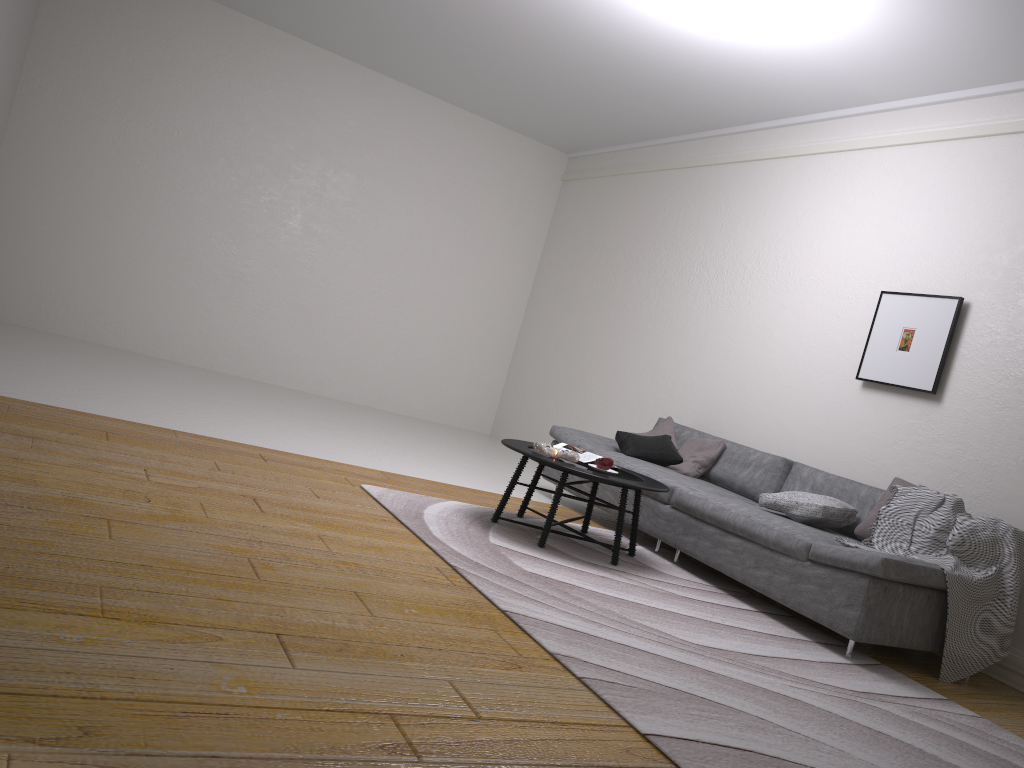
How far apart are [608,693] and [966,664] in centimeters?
229cm

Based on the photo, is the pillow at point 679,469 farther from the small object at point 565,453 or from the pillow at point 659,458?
the small object at point 565,453

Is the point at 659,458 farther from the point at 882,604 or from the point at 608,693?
the point at 608,693

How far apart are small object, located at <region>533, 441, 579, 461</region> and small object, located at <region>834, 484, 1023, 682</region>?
1.53m

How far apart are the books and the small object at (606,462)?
0.2 meters

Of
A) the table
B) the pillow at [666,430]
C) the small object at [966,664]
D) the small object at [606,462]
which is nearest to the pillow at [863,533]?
the small object at [966,664]

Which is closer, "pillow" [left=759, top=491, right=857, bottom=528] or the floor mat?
the floor mat

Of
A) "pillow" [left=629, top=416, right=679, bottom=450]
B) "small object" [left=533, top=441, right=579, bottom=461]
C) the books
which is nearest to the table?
"small object" [left=533, top=441, right=579, bottom=461]

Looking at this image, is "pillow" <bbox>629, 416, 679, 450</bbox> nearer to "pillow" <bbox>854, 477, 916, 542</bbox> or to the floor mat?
the floor mat

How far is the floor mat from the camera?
2.6 meters
